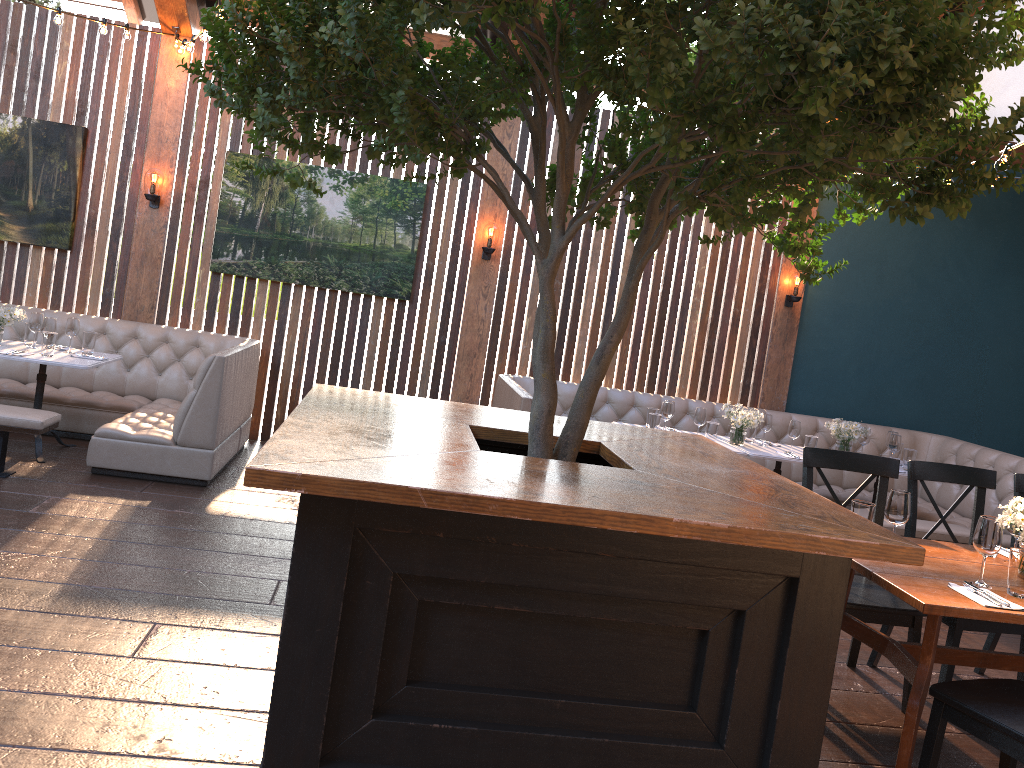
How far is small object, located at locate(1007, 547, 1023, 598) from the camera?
3.08m

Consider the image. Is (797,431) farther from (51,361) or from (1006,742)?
(51,361)

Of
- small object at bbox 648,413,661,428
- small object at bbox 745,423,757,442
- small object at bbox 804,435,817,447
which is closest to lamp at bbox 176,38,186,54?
small object at bbox 648,413,661,428

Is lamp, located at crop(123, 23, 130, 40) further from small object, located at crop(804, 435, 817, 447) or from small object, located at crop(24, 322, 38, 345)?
small object, located at crop(804, 435, 817, 447)

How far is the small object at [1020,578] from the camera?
3.1 meters

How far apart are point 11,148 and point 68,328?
1.95m

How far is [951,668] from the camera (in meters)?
3.86

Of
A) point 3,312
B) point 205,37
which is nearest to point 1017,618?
point 205,37

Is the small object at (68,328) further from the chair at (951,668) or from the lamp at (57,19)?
the chair at (951,668)

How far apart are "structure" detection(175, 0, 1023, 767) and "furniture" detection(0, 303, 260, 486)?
2.16m
